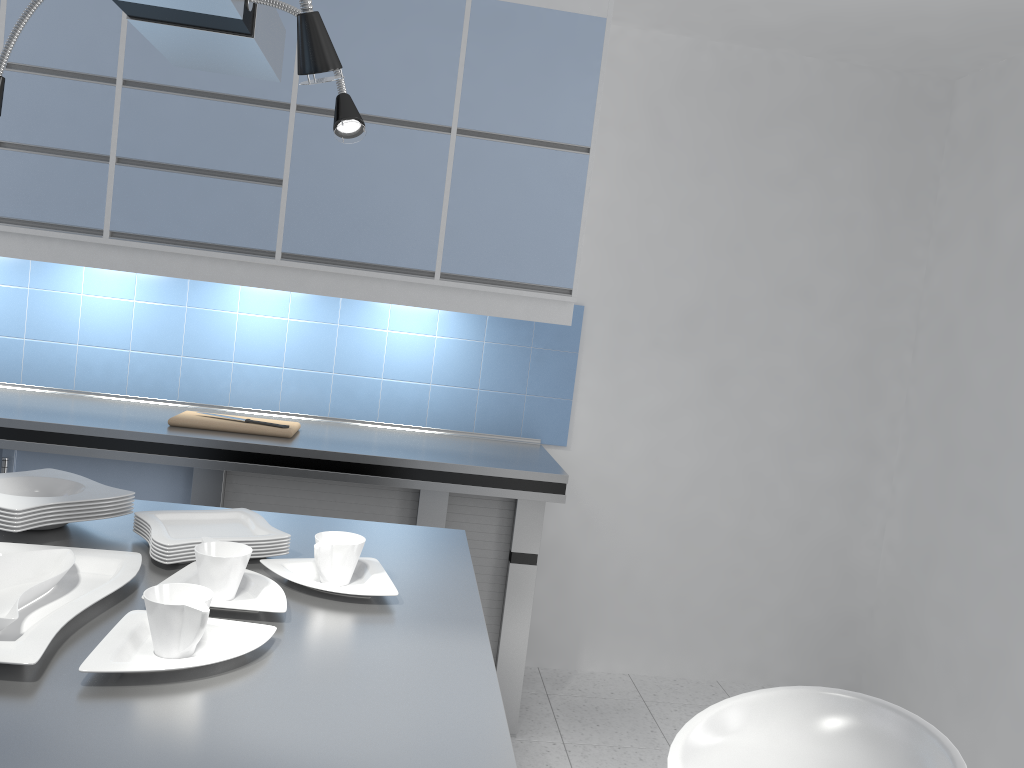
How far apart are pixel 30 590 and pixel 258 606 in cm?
32

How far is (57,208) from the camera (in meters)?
3.12

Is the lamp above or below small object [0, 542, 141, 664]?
above

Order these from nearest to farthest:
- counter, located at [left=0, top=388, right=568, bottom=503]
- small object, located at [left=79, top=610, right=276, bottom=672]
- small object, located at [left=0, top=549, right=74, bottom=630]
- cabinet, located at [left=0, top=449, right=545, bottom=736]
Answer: small object, located at [left=79, top=610, right=276, bottom=672]
small object, located at [left=0, top=549, right=74, bottom=630]
counter, located at [left=0, top=388, right=568, bottom=503]
cabinet, located at [left=0, top=449, right=545, bottom=736]

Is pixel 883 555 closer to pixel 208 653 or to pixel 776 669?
pixel 776 669

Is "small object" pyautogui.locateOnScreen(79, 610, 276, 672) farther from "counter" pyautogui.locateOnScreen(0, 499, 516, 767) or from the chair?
the chair

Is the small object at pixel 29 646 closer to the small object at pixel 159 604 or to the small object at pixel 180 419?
the small object at pixel 159 604

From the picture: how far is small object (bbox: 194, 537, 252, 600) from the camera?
1.4 meters

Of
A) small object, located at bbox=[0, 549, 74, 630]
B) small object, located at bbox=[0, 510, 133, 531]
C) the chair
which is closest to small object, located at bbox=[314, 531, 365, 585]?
small object, located at bbox=[0, 549, 74, 630]

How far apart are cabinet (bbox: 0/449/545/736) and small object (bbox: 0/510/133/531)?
1.3 meters
